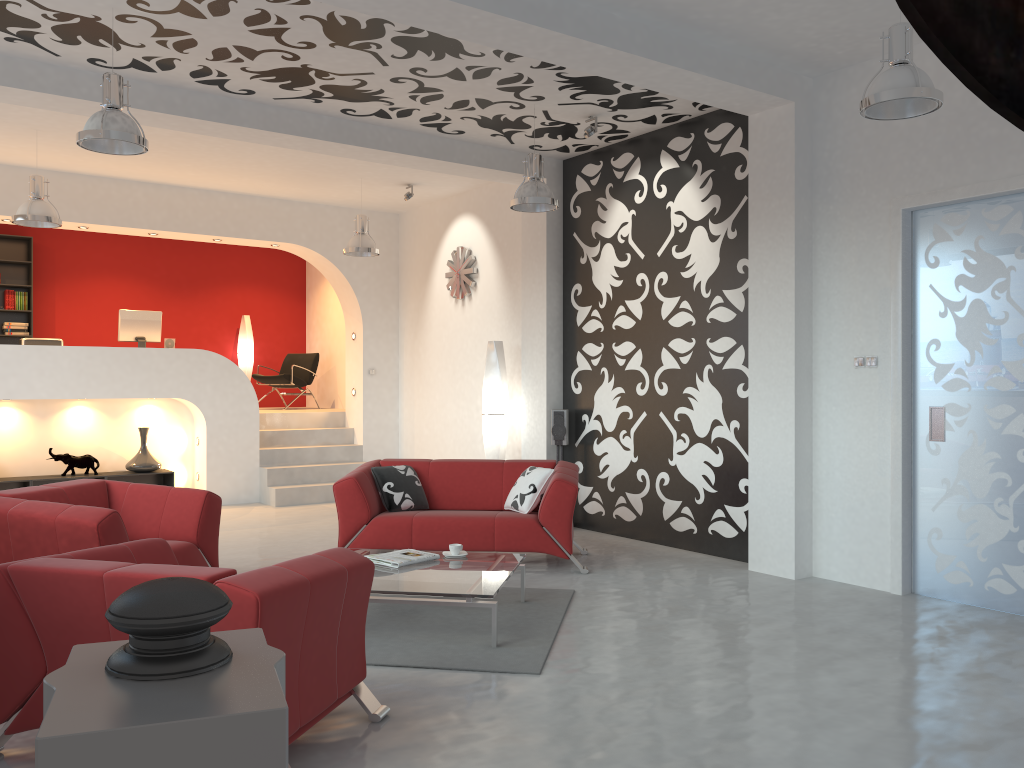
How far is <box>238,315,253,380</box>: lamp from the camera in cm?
1280

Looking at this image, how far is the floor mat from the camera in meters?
4.3

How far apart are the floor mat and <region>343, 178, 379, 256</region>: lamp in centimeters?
451cm

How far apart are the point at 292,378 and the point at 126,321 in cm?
262

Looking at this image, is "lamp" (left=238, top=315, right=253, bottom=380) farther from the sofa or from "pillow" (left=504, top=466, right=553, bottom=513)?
"pillow" (left=504, top=466, right=553, bottom=513)

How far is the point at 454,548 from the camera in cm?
542

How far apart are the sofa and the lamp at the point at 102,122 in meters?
2.6 m

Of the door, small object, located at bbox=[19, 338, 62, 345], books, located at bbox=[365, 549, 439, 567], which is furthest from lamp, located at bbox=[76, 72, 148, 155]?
small object, located at bbox=[19, 338, 62, 345]

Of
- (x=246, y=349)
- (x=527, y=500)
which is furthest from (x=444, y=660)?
(x=246, y=349)

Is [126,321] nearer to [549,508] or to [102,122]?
[102,122]
